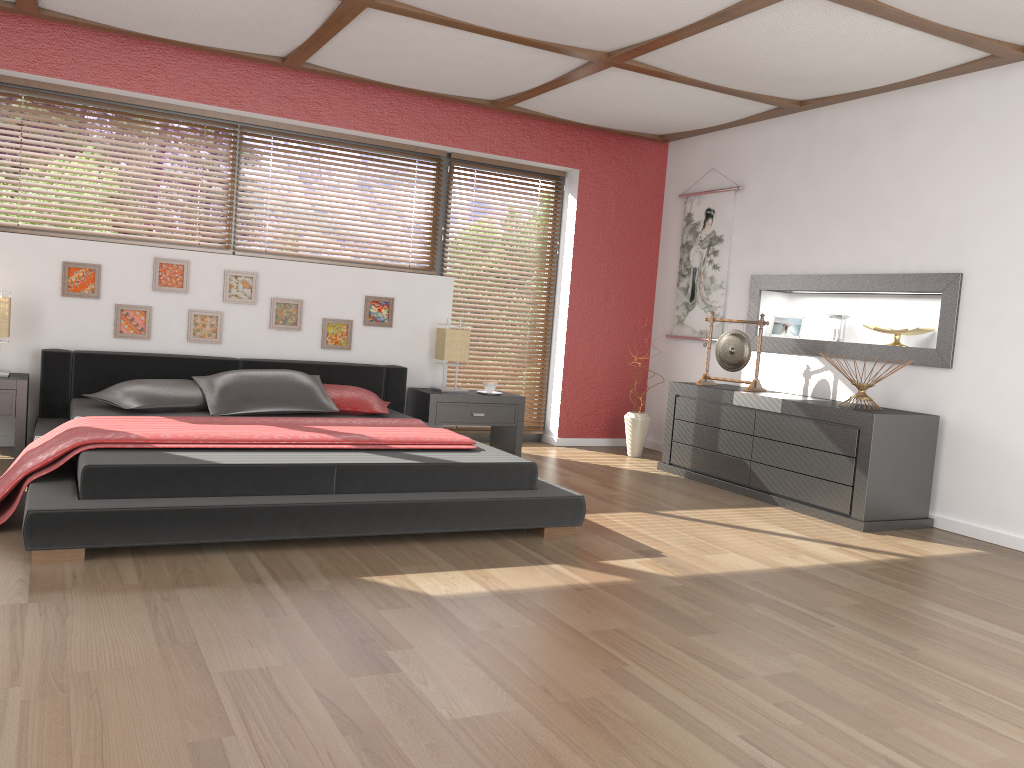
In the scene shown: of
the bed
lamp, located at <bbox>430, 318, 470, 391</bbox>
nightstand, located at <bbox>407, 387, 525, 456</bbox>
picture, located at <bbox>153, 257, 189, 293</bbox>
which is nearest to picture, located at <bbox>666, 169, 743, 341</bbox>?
nightstand, located at <bbox>407, 387, 525, 456</bbox>

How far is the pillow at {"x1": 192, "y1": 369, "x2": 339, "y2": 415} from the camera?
4.8m

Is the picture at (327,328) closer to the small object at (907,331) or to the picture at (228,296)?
the picture at (228,296)

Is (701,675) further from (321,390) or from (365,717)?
(321,390)

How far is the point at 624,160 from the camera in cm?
685

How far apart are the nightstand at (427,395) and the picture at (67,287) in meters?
2.0

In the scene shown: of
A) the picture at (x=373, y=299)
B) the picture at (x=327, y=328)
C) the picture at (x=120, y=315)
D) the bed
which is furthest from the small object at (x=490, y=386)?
the picture at (x=120, y=315)

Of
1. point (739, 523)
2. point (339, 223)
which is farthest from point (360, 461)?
point (339, 223)

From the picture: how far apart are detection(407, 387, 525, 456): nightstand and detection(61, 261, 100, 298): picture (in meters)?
2.01

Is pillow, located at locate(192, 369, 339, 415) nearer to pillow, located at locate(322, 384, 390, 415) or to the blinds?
pillow, located at locate(322, 384, 390, 415)
